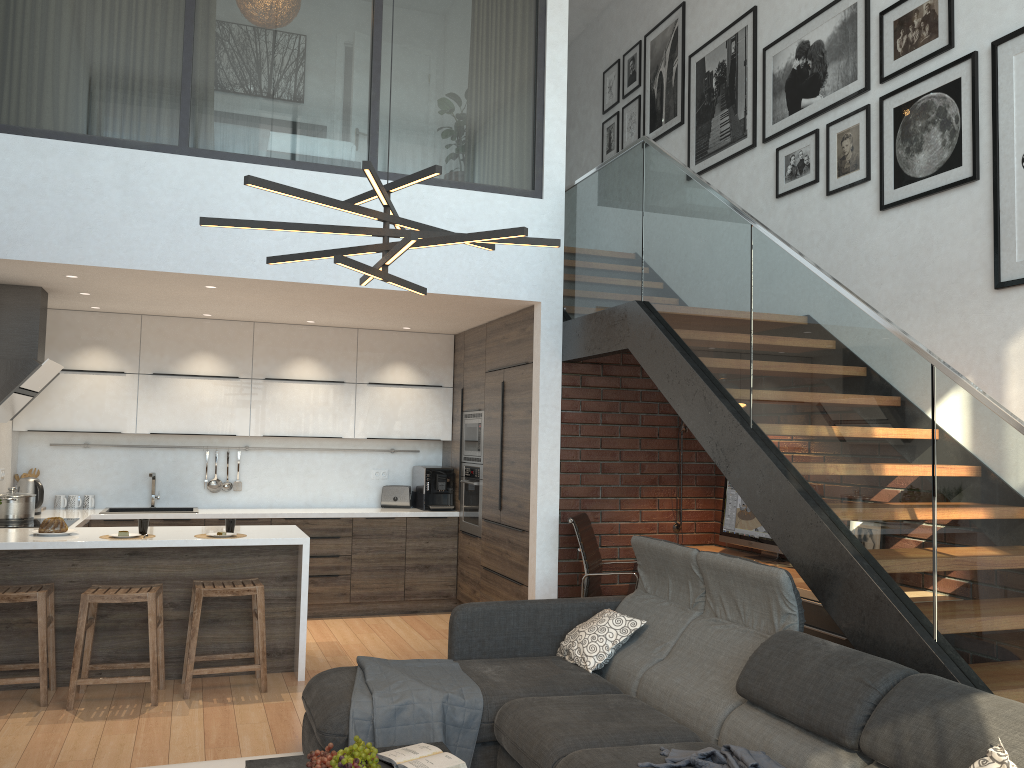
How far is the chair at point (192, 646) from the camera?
4.9 meters

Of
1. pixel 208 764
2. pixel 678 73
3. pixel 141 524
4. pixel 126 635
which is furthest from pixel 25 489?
pixel 678 73

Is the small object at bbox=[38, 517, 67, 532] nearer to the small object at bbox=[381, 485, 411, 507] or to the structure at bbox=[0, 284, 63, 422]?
the structure at bbox=[0, 284, 63, 422]

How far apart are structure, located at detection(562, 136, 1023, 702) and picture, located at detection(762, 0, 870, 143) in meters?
1.2 m

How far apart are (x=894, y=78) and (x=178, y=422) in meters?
5.6

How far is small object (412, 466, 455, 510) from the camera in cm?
760

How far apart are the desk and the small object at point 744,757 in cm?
144

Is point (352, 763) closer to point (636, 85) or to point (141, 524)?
point (141, 524)

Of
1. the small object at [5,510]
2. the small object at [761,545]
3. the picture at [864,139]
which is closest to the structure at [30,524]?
the small object at [5,510]

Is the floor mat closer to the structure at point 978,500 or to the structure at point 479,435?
the structure at point 978,500
